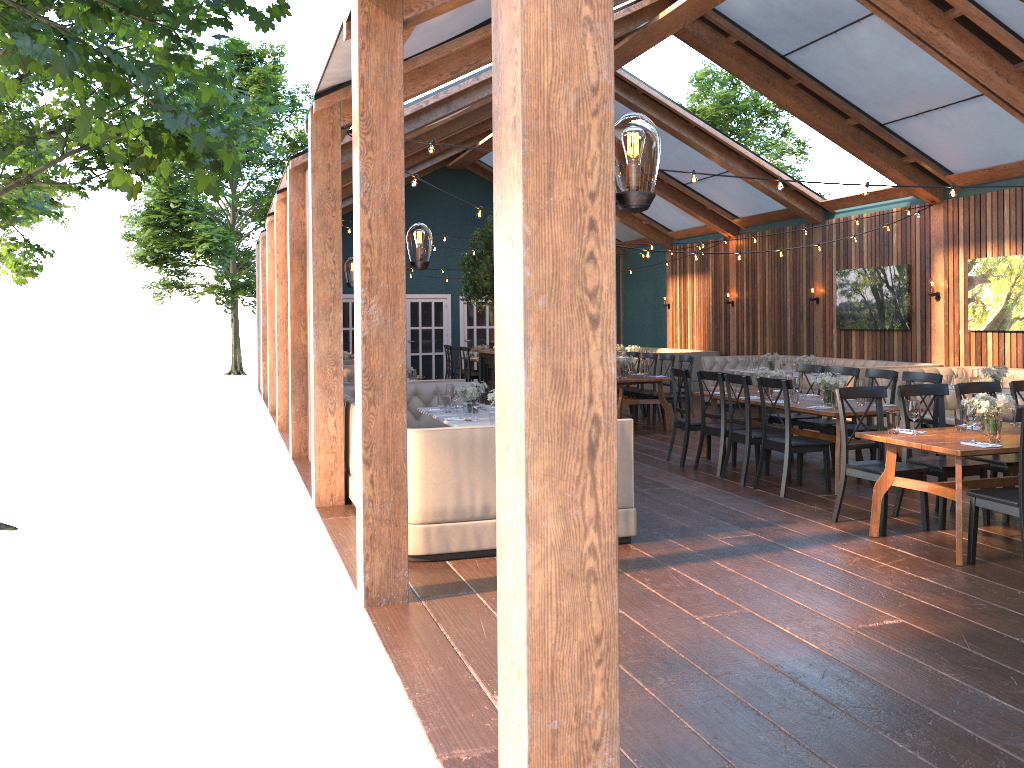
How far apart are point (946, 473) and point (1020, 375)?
6.0 meters

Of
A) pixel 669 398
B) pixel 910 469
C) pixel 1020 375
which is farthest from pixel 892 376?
pixel 669 398

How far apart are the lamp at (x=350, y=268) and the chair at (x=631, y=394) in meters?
6.8

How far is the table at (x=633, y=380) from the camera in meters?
A: 12.0 m

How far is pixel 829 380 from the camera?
8.25m

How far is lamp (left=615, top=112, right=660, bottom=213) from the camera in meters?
2.3

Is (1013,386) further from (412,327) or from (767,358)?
(412,327)

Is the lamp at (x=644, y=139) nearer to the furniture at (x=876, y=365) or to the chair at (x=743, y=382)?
the chair at (x=743, y=382)

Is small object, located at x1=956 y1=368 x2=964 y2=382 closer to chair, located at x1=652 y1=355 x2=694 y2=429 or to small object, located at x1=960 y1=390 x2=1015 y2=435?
chair, located at x1=652 y1=355 x2=694 y2=429

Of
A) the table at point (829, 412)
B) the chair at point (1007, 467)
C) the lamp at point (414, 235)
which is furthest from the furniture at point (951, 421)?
the lamp at point (414, 235)
